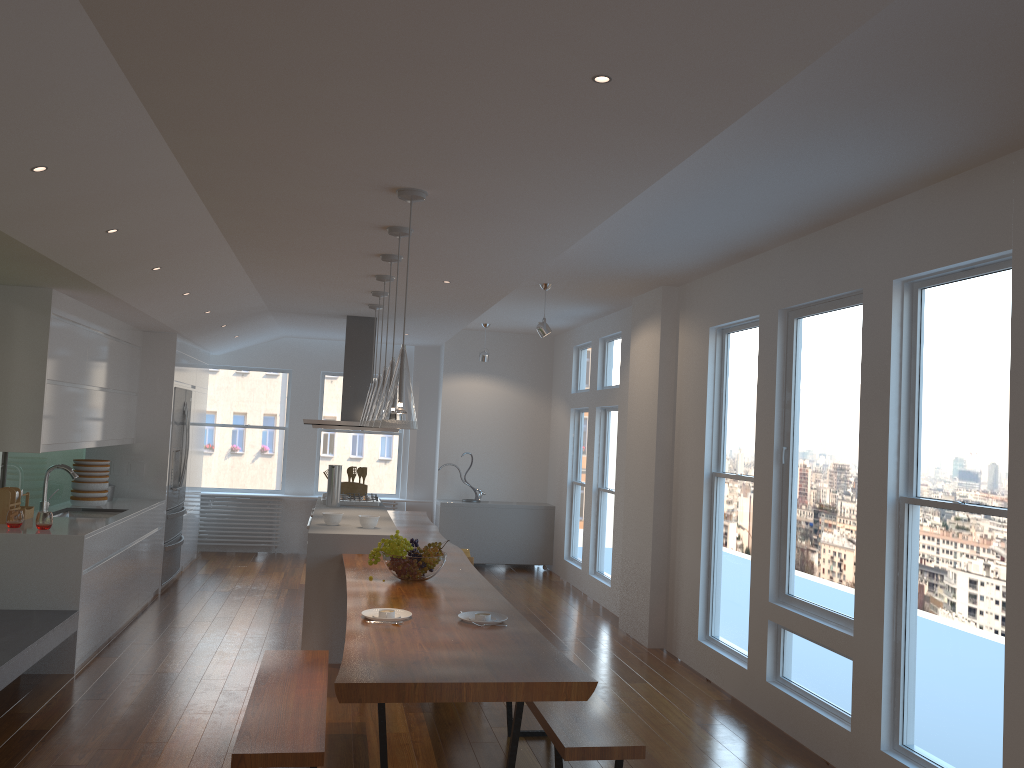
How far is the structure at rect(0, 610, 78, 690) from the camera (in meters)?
4.21

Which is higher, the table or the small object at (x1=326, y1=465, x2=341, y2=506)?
the small object at (x1=326, y1=465, x2=341, y2=506)

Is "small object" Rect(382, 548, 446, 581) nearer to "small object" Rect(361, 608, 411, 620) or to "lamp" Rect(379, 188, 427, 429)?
"small object" Rect(361, 608, 411, 620)

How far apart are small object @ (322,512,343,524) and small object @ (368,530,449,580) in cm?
128

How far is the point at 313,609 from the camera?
5.7 meters

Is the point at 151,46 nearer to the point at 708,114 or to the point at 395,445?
the point at 708,114

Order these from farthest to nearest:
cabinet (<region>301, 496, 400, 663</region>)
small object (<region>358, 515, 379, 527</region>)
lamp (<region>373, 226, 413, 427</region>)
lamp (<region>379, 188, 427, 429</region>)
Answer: small object (<region>358, 515, 379, 527</region>) < cabinet (<region>301, 496, 400, 663</region>) < lamp (<region>373, 226, 413, 427</region>) < lamp (<region>379, 188, 427, 429</region>)

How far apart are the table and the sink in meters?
2.3 m

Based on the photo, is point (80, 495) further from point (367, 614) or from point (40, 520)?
point (367, 614)

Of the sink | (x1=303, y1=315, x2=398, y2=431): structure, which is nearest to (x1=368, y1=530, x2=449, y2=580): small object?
(x1=303, y1=315, x2=398, y2=431): structure
